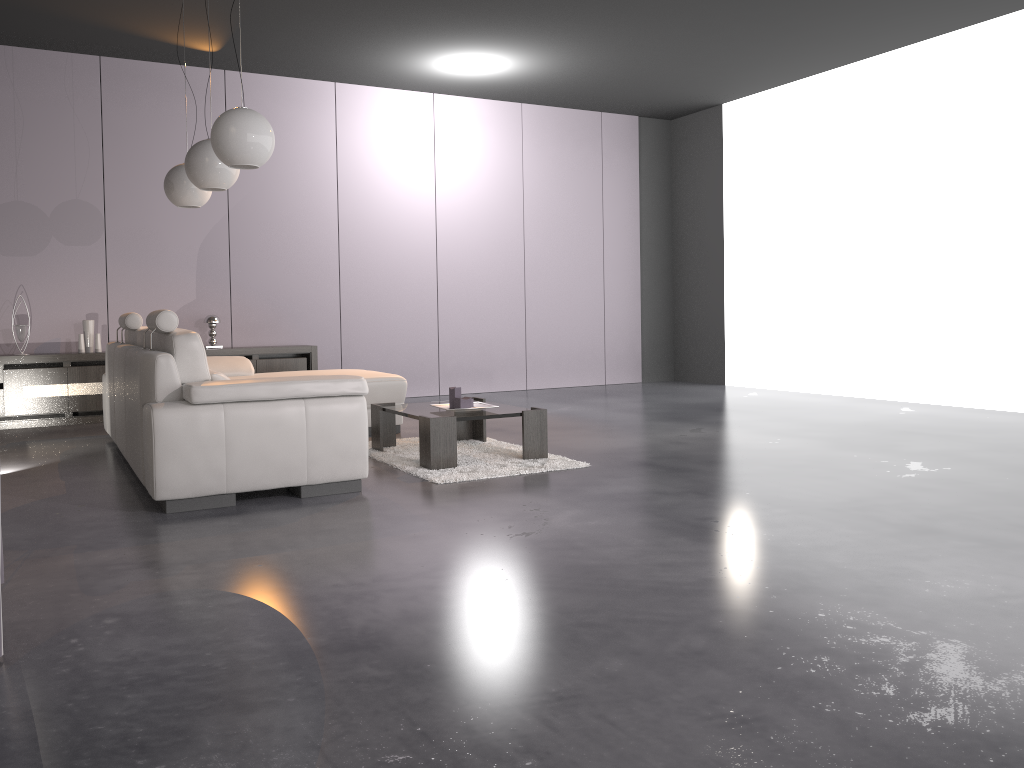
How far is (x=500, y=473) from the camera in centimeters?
447cm

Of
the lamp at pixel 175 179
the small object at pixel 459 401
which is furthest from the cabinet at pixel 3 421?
the small object at pixel 459 401

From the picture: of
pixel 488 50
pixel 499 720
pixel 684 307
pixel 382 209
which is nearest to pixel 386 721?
pixel 499 720

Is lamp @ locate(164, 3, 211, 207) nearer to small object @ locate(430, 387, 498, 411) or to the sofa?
the sofa

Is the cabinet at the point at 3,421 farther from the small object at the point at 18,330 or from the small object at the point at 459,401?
the small object at the point at 459,401

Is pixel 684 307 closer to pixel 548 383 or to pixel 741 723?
pixel 548 383

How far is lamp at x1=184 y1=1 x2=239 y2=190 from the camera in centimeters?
495cm

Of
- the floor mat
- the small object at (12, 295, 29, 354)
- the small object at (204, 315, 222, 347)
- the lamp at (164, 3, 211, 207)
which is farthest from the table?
the small object at (12, 295, 29, 354)

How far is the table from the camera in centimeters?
458cm

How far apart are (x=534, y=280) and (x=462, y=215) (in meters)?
1.04
